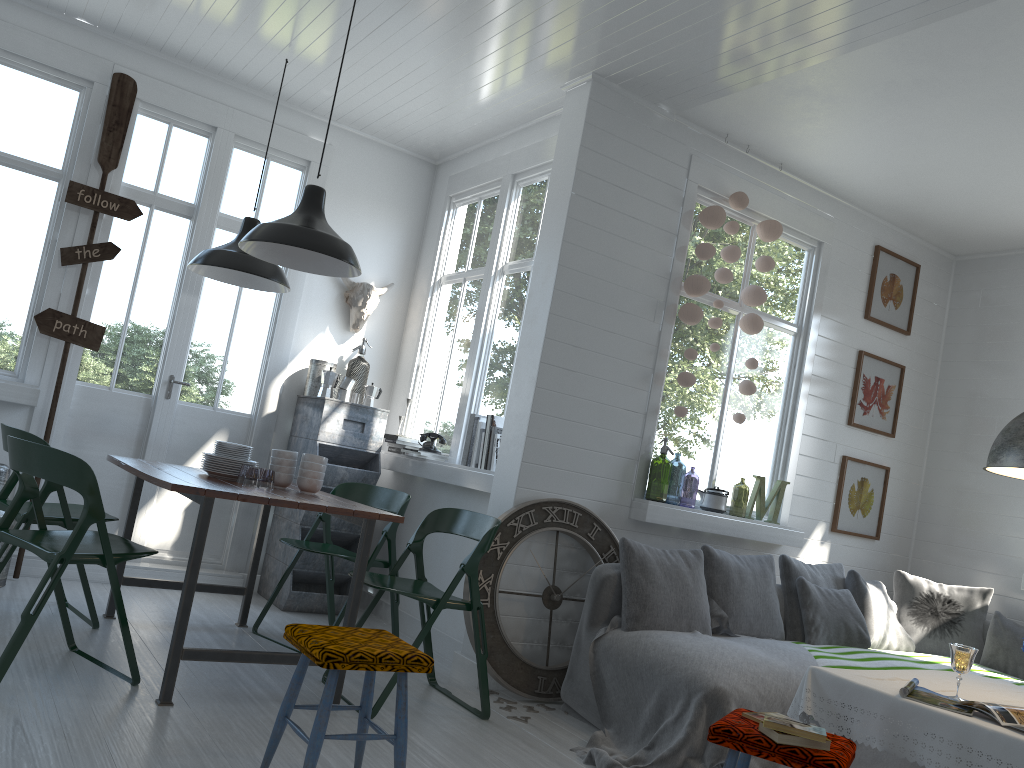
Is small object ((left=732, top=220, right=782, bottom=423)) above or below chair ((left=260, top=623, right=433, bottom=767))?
above

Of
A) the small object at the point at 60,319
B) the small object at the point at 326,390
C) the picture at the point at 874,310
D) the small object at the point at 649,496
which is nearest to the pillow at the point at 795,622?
the small object at the point at 649,496

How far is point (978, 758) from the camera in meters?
2.8

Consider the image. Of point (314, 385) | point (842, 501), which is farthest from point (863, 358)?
point (314, 385)

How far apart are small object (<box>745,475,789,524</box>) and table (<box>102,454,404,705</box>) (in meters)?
2.82

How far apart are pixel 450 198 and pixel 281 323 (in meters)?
1.67

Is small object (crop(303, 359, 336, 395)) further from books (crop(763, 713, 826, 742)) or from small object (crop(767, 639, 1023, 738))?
books (crop(763, 713, 826, 742))

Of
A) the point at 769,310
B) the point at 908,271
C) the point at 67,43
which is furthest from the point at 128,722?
the point at 908,271

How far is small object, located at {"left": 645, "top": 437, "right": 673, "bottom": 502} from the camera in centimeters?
903cm

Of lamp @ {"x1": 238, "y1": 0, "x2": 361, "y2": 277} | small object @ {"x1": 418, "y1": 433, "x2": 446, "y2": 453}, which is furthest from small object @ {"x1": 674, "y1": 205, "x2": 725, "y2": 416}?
lamp @ {"x1": 238, "y1": 0, "x2": 361, "y2": 277}
